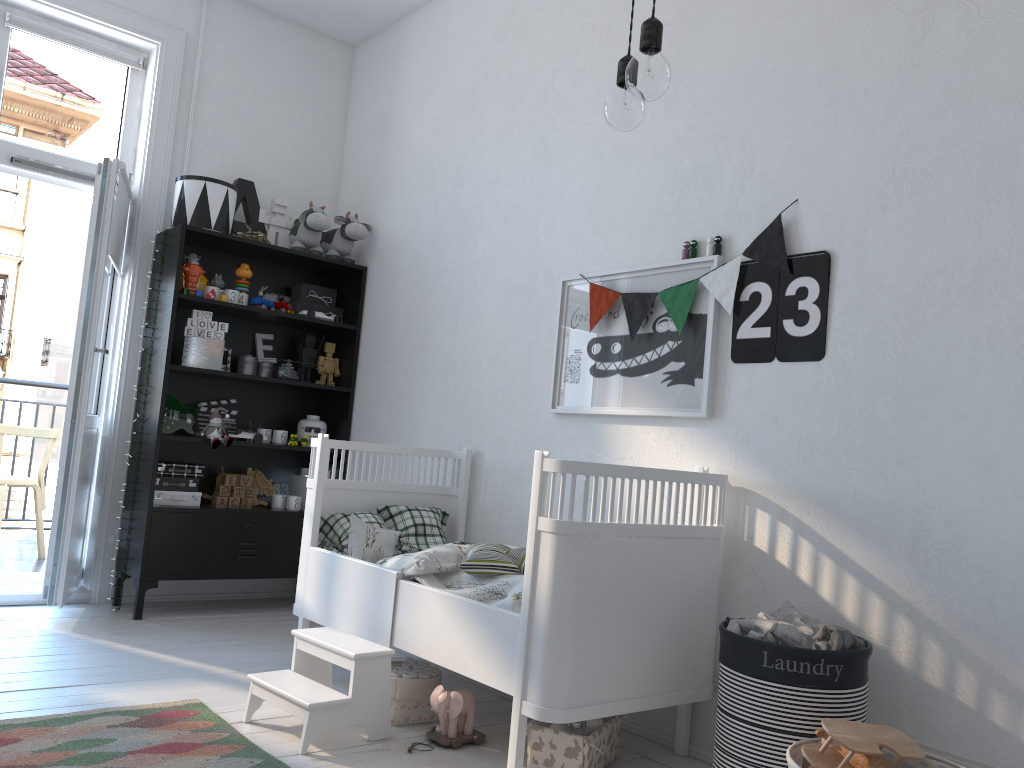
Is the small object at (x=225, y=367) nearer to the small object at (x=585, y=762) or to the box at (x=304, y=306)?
the box at (x=304, y=306)

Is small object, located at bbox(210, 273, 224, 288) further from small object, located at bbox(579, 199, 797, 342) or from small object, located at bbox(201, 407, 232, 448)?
small object, located at bbox(579, 199, 797, 342)

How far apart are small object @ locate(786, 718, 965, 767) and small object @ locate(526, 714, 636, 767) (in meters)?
0.53

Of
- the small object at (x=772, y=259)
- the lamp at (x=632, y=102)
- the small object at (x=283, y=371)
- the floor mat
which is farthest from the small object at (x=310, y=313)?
the lamp at (x=632, y=102)

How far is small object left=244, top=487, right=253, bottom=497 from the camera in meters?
4.1

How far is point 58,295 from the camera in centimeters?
4284cm

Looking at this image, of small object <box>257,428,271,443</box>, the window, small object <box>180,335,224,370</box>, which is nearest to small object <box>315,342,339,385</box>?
small object <box>257,428,271,443</box>

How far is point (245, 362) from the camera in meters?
4.2 m

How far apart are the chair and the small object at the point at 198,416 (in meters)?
1.26

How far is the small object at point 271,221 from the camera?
4.33m
